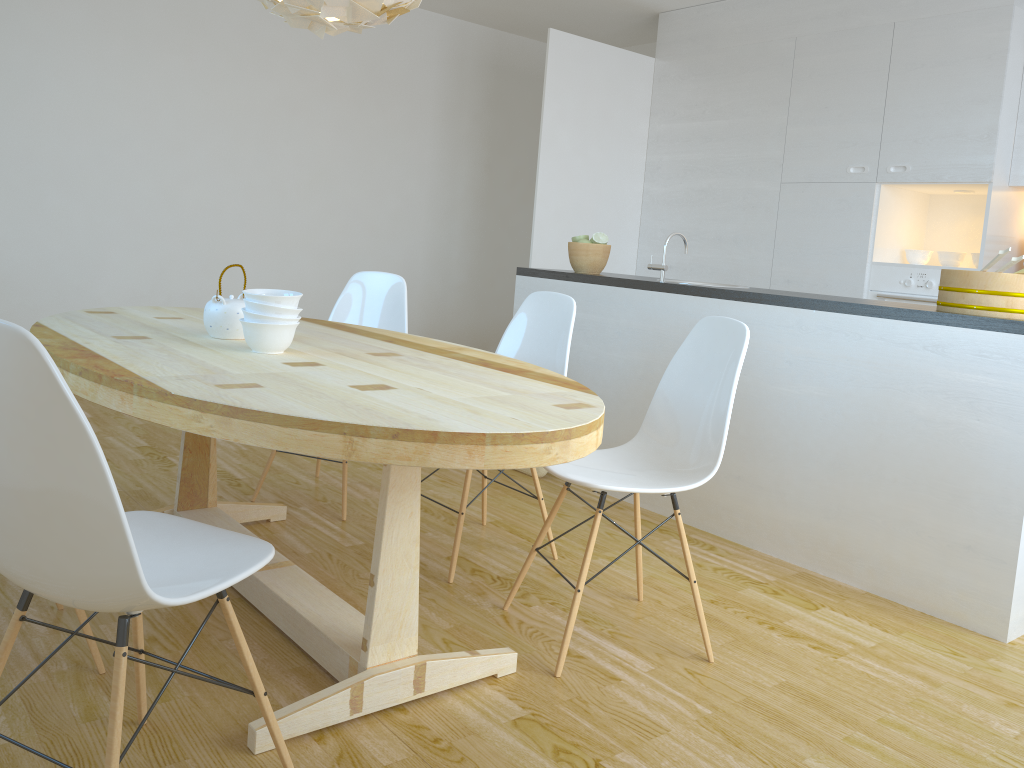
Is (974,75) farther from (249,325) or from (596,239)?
(249,325)

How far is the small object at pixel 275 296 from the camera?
2.21m

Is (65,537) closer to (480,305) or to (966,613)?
(966,613)

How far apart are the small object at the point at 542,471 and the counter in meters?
0.9 m

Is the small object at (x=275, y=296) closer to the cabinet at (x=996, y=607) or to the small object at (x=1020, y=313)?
the cabinet at (x=996, y=607)

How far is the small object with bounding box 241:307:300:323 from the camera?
2.2m

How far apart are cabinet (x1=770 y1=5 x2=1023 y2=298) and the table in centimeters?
301cm

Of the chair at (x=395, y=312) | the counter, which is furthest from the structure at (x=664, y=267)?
the chair at (x=395, y=312)

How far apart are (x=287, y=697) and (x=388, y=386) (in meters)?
0.77

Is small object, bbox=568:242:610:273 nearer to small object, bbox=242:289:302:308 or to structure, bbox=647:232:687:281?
structure, bbox=647:232:687:281
